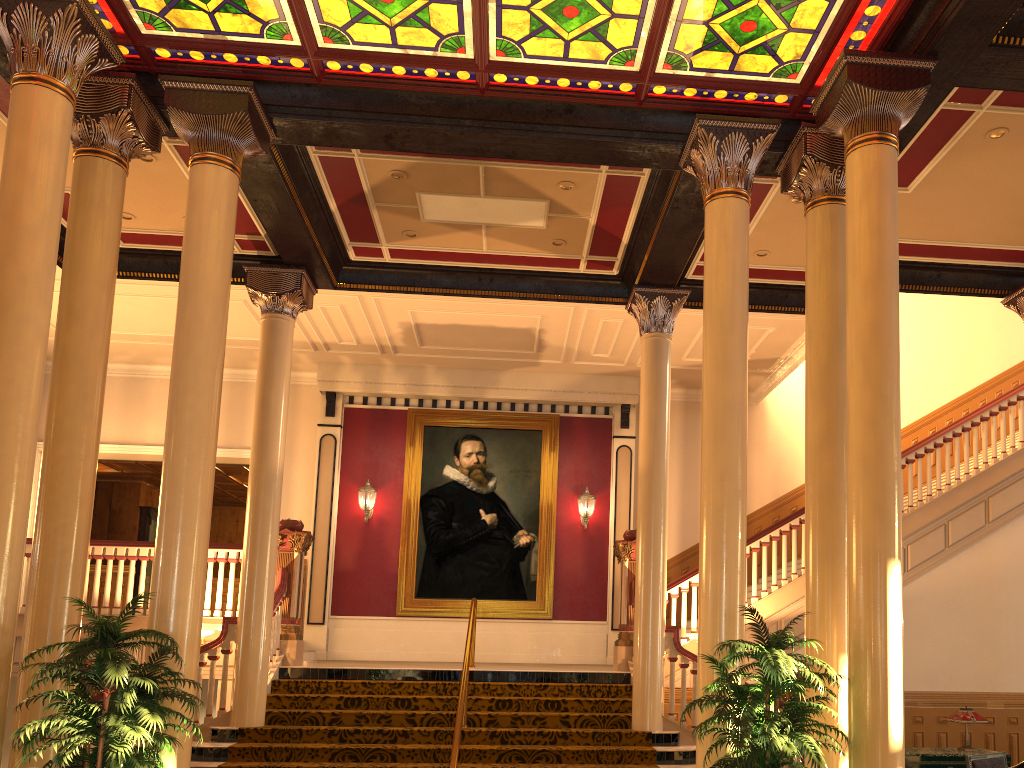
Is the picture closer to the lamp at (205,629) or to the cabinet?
the lamp at (205,629)

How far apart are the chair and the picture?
7.2 meters

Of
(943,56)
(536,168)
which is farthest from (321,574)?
(943,56)

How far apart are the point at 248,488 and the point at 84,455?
3.3 meters

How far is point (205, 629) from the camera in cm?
955

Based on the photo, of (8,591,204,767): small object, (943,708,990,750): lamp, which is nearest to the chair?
(943,708,990,750): lamp

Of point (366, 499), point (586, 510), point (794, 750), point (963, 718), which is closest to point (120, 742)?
point (794, 750)

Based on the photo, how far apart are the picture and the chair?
7.23m

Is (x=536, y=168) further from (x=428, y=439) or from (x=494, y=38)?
(x=428, y=439)

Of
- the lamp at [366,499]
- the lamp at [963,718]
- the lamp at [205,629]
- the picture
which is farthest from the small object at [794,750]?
the lamp at [366,499]
